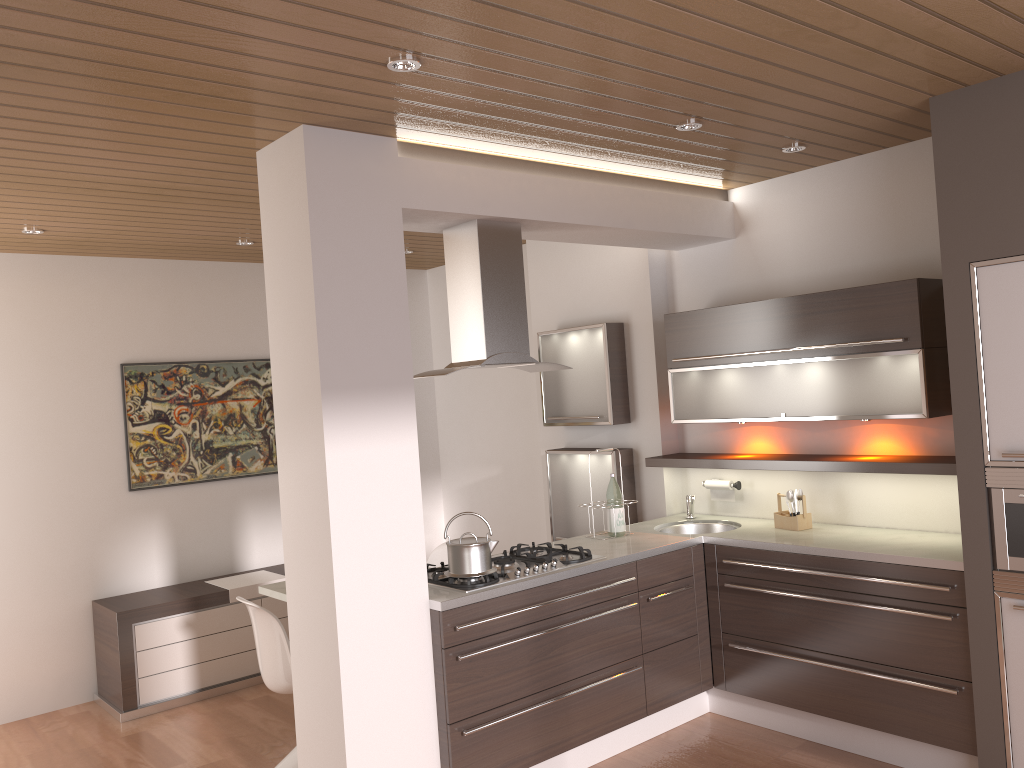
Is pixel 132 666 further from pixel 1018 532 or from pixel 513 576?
pixel 1018 532

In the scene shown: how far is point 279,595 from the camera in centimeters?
447cm

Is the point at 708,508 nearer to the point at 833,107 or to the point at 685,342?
the point at 685,342

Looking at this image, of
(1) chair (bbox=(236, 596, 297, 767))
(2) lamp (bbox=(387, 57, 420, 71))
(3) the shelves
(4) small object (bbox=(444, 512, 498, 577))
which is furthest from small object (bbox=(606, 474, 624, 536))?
(2) lamp (bbox=(387, 57, 420, 71))

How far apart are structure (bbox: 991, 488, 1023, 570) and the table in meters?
3.2

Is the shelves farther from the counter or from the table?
the table

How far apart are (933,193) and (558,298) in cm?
236

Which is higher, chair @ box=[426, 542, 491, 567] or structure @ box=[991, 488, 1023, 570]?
structure @ box=[991, 488, 1023, 570]

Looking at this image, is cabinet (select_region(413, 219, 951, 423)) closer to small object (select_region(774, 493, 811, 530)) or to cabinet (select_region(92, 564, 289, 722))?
small object (select_region(774, 493, 811, 530))

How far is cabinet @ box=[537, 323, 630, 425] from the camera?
5.2 meters
